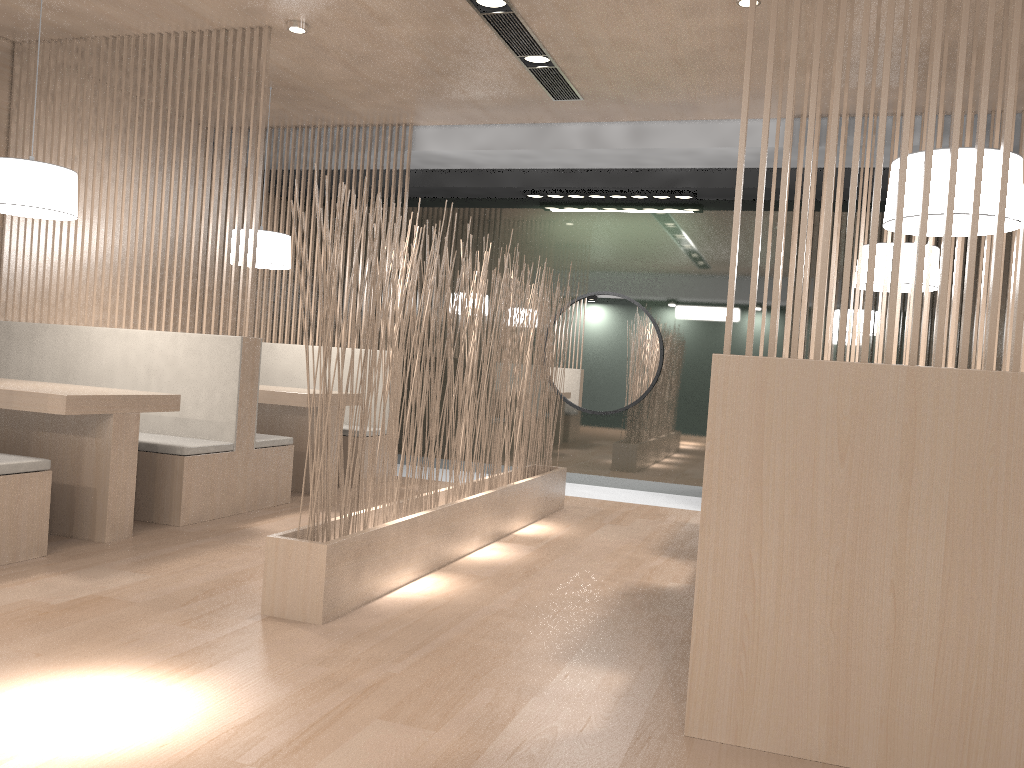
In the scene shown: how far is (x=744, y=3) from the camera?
2.4 meters

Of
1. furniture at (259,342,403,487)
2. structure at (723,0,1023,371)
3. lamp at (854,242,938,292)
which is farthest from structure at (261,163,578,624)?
furniture at (259,342,403,487)

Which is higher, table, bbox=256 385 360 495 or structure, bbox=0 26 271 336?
structure, bbox=0 26 271 336

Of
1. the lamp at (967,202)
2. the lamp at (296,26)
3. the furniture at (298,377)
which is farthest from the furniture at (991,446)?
the furniture at (298,377)

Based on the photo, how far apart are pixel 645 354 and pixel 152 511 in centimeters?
240cm

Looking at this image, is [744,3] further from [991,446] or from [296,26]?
[991,446]

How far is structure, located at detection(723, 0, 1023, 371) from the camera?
1.3m

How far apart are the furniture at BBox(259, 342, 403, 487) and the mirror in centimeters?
126cm

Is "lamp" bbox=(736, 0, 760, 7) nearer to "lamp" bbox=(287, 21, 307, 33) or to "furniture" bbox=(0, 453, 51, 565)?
"lamp" bbox=(287, 21, 307, 33)

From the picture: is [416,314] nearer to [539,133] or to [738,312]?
[539,133]
